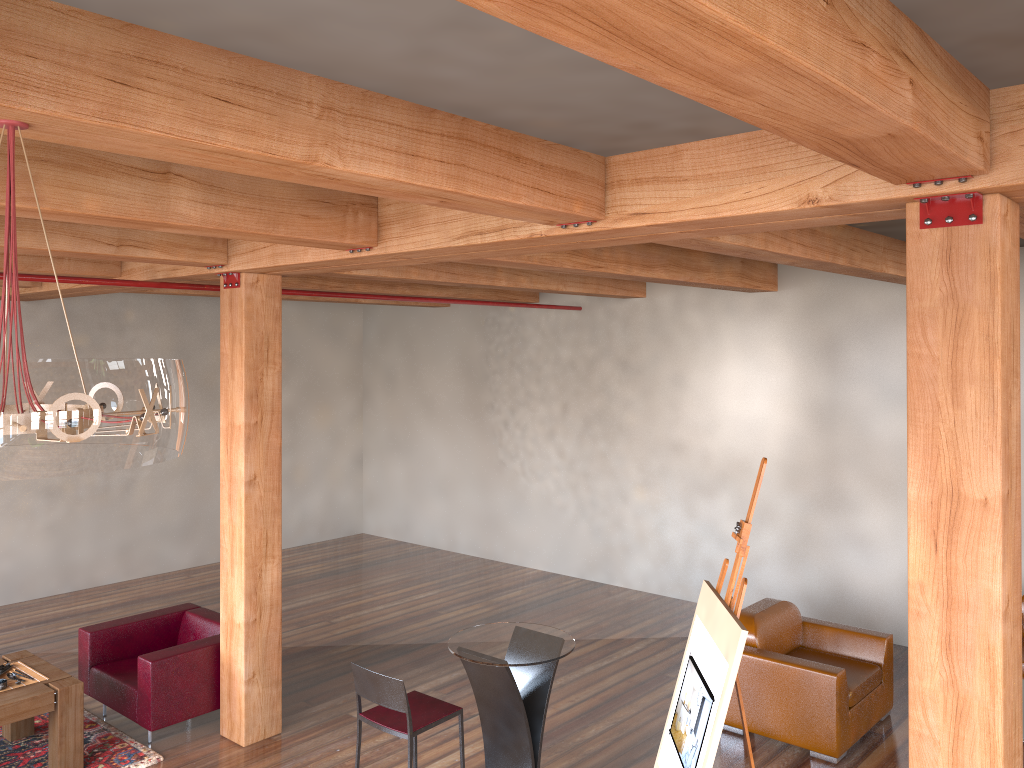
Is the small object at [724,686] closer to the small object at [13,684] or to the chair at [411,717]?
the chair at [411,717]

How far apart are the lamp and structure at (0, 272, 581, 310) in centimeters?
375cm

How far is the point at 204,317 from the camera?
10.61m

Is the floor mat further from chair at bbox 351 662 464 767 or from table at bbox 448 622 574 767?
table at bbox 448 622 574 767

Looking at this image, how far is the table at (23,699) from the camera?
5.2 meters

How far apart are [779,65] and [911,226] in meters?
1.6

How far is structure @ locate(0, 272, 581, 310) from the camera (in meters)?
5.57

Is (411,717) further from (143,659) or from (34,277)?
(34,277)

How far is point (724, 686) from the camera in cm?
326

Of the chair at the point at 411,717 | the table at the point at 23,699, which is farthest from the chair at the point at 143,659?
the chair at the point at 411,717
